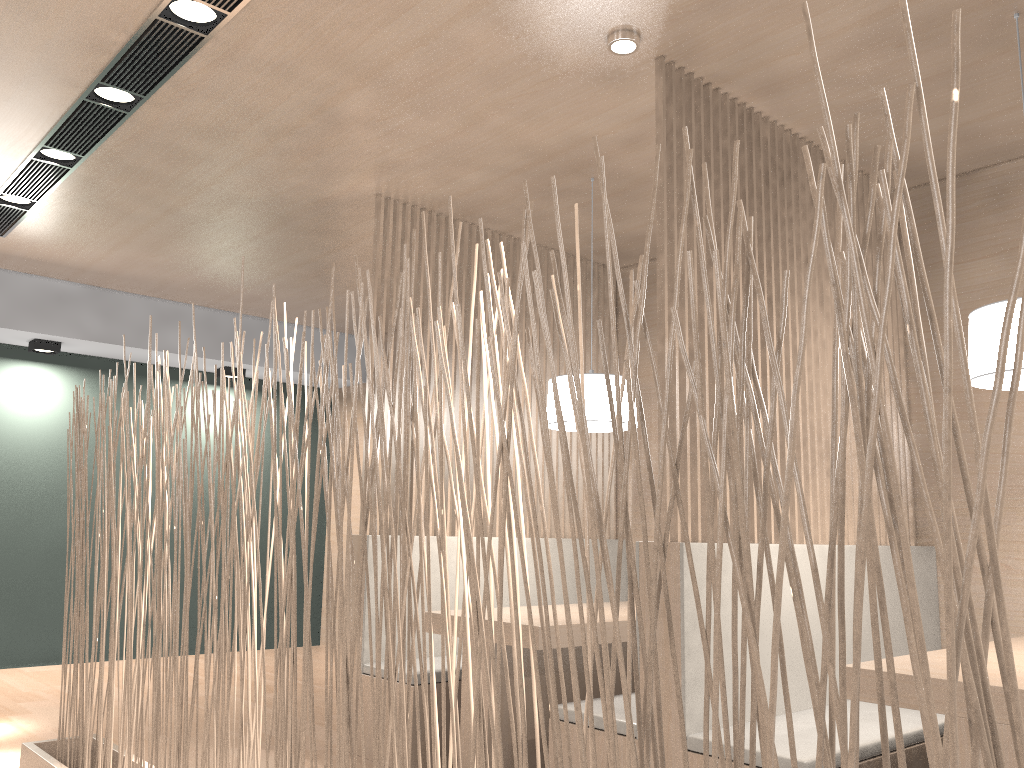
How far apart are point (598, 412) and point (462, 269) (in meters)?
0.82

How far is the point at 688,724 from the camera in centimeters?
162cm

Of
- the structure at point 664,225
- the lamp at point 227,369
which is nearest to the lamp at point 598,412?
the structure at point 664,225

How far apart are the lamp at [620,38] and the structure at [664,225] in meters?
0.1

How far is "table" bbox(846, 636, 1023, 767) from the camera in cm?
123

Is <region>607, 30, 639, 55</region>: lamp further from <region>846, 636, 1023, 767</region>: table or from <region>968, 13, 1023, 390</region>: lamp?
<region>846, 636, 1023, 767</region>: table

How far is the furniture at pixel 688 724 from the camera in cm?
162

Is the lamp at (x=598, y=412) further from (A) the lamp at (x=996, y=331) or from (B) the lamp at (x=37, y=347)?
(B) the lamp at (x=37, y=347)

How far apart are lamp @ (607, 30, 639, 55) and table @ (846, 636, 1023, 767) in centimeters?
124cm

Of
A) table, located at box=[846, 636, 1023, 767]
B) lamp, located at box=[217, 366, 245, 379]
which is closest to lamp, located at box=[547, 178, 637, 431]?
table, located at box=[846, 636, 1023, 767]
